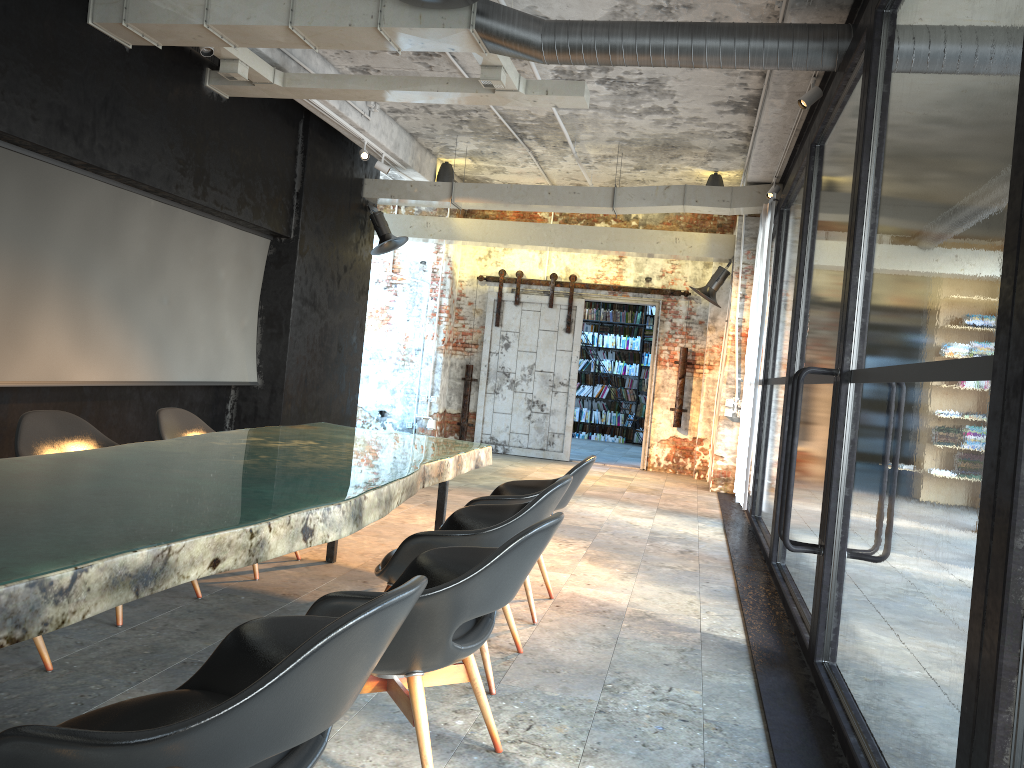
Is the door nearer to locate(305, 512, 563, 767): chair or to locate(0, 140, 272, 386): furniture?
locate(0, 140, 272, 386): furniture

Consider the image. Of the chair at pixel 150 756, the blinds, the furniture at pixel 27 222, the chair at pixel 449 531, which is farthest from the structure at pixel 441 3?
the blinds

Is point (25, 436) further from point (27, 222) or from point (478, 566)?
point (478, 566)

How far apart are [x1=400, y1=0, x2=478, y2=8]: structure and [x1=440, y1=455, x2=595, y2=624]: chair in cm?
276

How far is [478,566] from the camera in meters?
2.4 m

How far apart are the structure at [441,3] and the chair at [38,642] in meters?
3.9

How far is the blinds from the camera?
8.62m

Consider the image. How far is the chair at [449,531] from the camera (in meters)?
3.38

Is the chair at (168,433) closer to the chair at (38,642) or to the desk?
the desk

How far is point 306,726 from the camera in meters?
1.6 m
